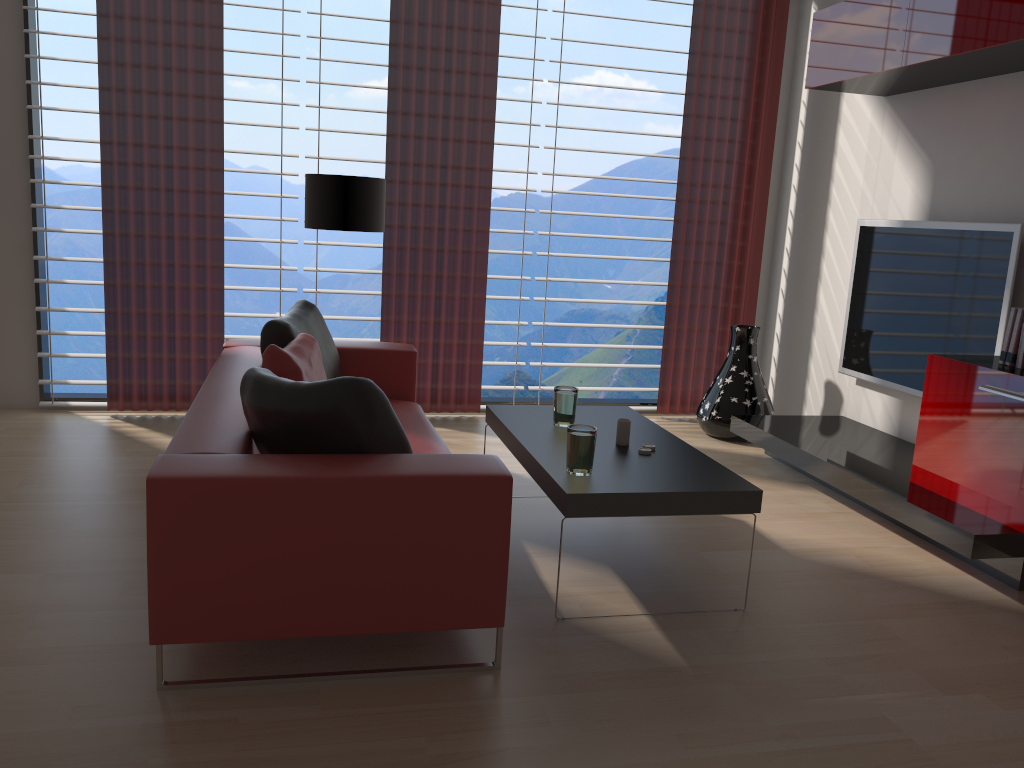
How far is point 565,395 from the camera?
4.9m

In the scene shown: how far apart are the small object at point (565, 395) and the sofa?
0.6 meters

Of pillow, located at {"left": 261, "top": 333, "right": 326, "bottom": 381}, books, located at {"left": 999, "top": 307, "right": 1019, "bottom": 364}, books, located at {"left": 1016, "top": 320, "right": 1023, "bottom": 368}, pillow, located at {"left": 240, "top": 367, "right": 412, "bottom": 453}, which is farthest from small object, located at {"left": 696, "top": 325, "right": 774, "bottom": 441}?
pillow, located at {"left": 240, "top": 367, "right": 412, "bottom": 453}

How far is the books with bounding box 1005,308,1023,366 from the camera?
4.74m

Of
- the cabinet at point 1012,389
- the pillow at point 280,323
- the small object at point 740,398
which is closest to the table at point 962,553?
the cabinet at point 1012,389

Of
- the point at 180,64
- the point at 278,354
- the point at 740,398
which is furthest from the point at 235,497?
the point at 740,398

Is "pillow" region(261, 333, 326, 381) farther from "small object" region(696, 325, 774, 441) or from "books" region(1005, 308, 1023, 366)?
"books" region(1005, 308, 1023, 366)

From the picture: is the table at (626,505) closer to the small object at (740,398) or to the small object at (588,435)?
the small object at (588,435)

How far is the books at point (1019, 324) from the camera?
4.7 meters

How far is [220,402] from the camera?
4.1 meters
